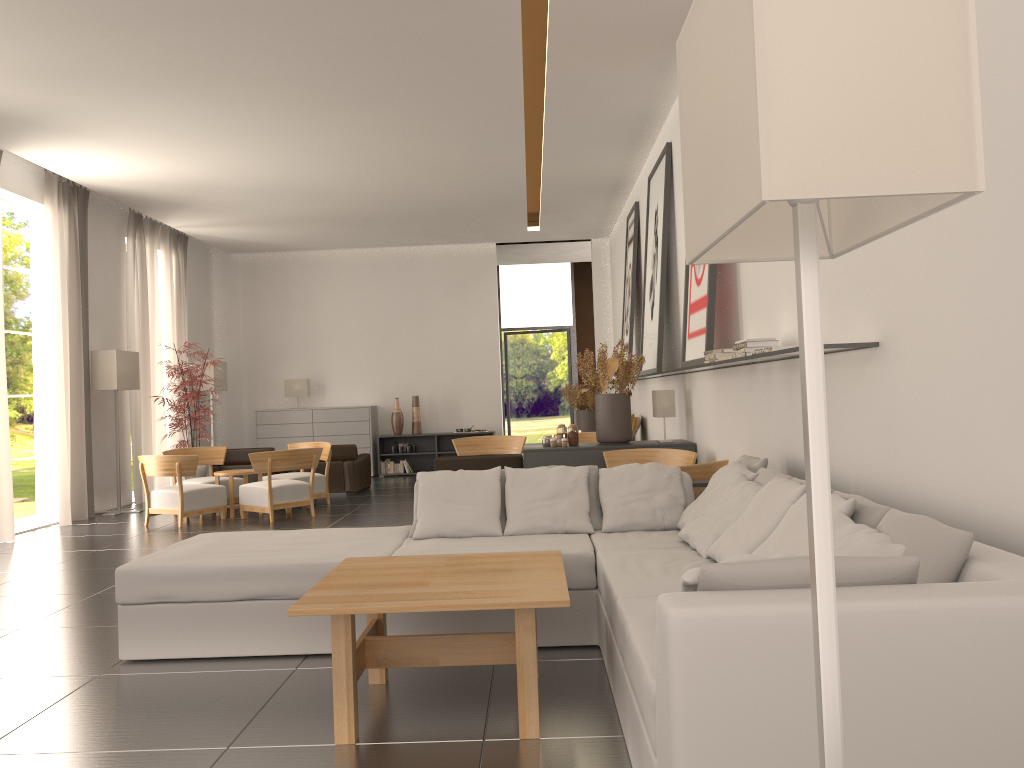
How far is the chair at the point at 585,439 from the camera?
17.3 meters

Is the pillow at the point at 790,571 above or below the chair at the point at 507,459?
above

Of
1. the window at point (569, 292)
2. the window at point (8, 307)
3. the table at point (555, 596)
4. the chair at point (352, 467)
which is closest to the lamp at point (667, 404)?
the table at point (555, 596)

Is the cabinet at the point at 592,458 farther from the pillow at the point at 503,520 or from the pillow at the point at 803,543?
the pillow at the point at 803,543

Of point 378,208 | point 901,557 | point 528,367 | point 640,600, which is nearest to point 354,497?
point 378,208

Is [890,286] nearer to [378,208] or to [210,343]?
[378,208]

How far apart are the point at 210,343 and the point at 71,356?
7.7m

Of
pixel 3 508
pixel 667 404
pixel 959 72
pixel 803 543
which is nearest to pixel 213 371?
pixel 3 508

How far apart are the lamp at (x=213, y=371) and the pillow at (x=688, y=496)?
16.7m

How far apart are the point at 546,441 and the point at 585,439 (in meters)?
4.54
